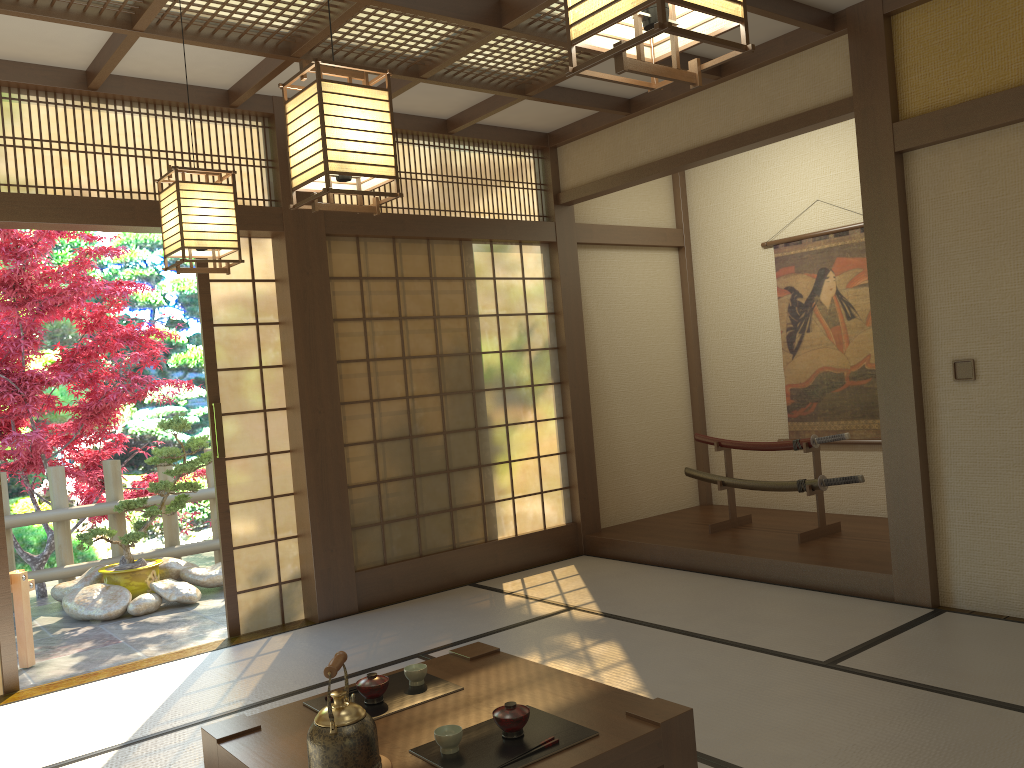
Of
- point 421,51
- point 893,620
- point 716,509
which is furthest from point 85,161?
point 716,509

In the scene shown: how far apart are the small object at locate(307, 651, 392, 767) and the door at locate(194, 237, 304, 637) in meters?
2.9 m

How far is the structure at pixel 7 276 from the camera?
6.5 meters

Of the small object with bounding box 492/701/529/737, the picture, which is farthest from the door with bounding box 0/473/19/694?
the picture

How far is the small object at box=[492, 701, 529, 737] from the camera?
2.29m

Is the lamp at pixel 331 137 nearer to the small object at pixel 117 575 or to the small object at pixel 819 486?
the small object at pixel 819 486

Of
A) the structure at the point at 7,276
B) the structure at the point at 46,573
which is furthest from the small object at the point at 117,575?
the structure at the point at 7,276

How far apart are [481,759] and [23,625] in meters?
3.9 m

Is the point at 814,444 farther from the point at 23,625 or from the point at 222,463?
the point at 23,625

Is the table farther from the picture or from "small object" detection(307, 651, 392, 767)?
the picture
